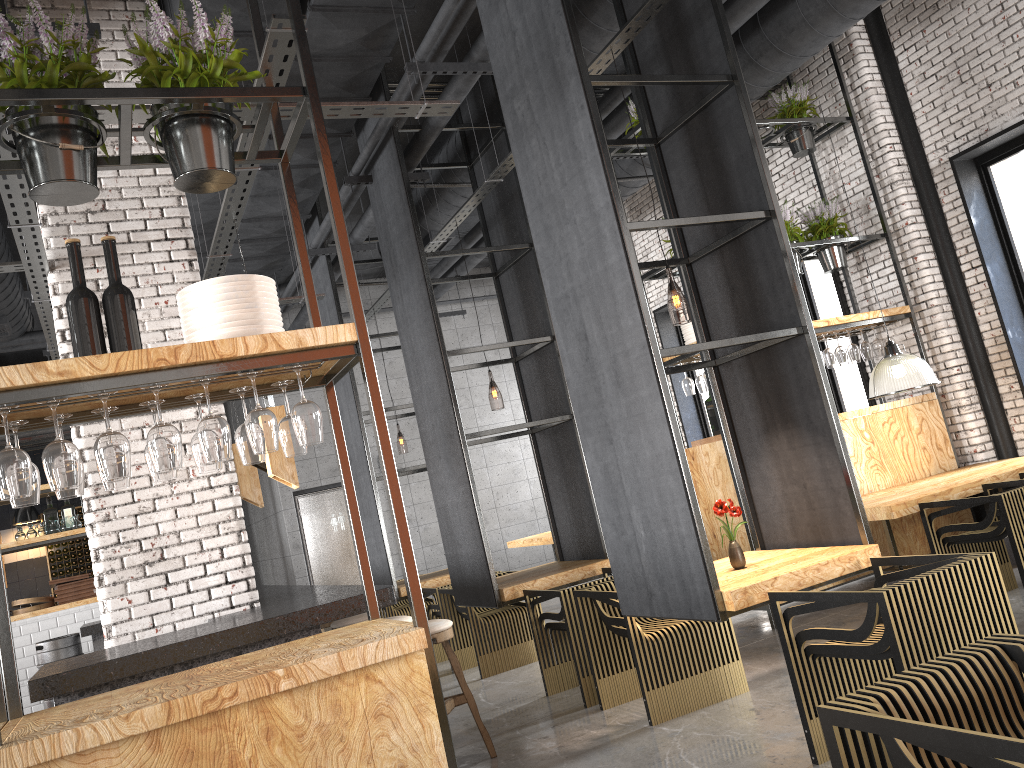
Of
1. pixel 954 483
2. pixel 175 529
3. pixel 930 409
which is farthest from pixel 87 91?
pixel 930 409

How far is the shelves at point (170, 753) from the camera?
2.4m

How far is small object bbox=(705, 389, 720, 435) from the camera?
7.0 meters

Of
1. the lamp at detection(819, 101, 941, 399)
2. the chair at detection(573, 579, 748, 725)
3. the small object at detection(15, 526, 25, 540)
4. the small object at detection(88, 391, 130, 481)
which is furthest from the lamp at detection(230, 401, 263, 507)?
the small object at detection(15, 526, 25, 540)

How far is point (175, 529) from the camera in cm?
500

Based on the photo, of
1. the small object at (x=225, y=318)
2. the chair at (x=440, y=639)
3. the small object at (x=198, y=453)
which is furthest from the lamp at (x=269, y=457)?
the small object at (x=225, y=318)

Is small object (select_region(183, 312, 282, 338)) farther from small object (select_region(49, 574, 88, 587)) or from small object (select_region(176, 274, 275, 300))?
small object (select_region(49, 574, 88, 587))

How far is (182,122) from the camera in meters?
3.0 m

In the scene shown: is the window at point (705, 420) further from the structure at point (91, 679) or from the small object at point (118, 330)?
the small object at point (118, 330)

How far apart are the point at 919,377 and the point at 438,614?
4.65m
